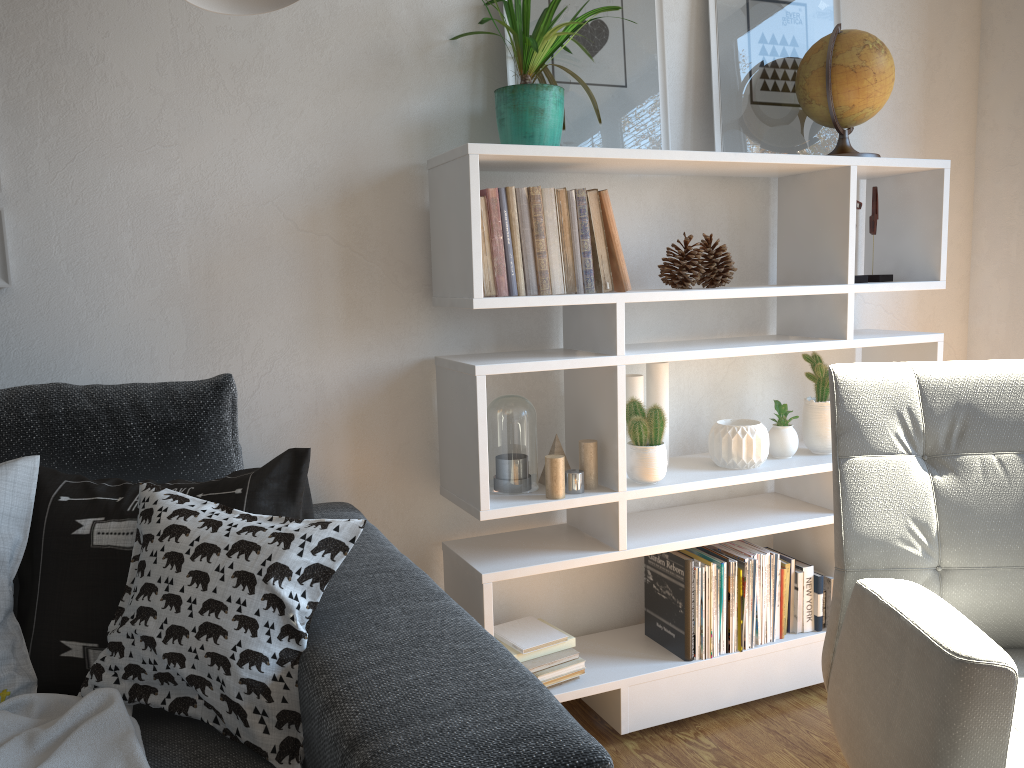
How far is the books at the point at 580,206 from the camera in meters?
1.7 m

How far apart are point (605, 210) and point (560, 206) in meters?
0.1 m

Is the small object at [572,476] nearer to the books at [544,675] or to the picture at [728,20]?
the books at [544,675]

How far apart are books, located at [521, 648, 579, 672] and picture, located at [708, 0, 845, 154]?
1.17m

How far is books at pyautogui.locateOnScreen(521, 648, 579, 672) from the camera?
1.79m

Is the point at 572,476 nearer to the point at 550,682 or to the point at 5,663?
the point at 550,682

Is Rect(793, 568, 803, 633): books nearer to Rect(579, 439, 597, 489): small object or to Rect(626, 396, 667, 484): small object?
Rect(626, 396, 667, 484): small object

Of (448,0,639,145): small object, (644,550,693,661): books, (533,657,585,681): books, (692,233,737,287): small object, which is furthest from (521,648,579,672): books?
(448,0,639,145): small object

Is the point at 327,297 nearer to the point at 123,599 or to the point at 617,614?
the point at 123,599

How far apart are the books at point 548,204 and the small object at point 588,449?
0.3m
